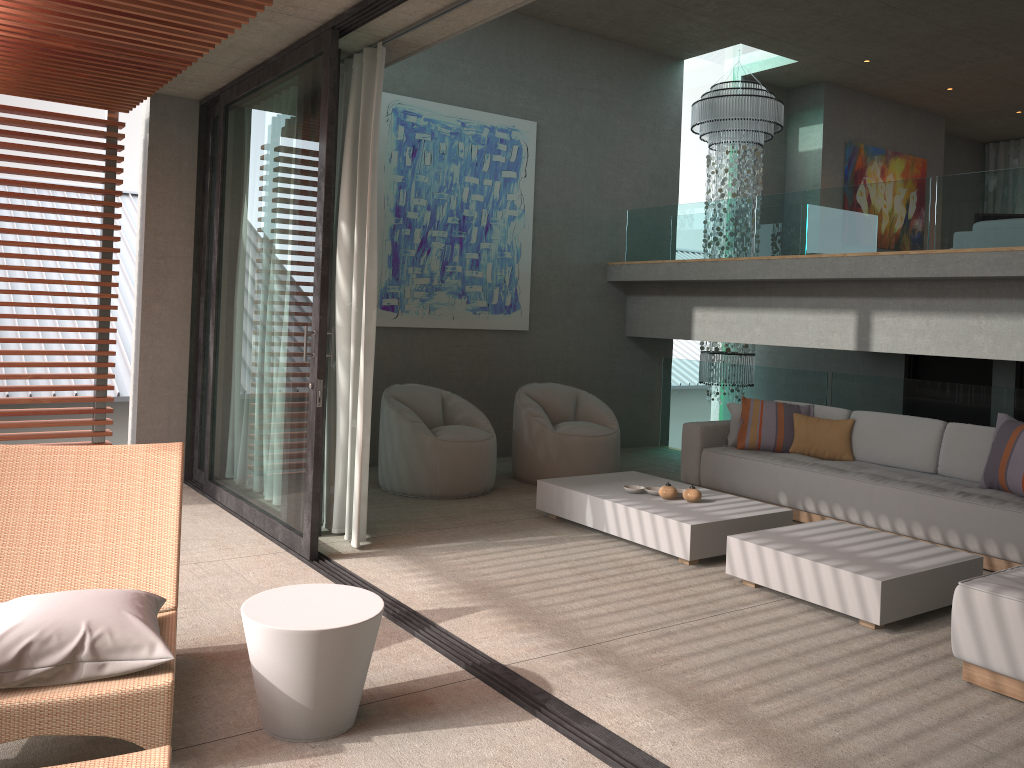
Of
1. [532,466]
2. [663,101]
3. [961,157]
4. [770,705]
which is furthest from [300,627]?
[961,157]

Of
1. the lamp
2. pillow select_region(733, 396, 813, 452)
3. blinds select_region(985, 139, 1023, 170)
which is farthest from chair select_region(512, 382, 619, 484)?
blinds select_region(985, 139, 1023, 170)

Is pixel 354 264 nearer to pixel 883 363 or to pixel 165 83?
pixel 165 83

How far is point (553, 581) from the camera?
4.7 meters

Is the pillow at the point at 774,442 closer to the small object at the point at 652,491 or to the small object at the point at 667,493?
the small object at the point at 652,491

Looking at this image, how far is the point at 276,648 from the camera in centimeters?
285cm

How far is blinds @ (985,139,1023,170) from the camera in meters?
13.0 m

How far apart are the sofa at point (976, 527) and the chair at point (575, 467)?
0.6 meters

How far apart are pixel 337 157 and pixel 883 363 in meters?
5.9

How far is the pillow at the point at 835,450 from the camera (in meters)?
6.67
